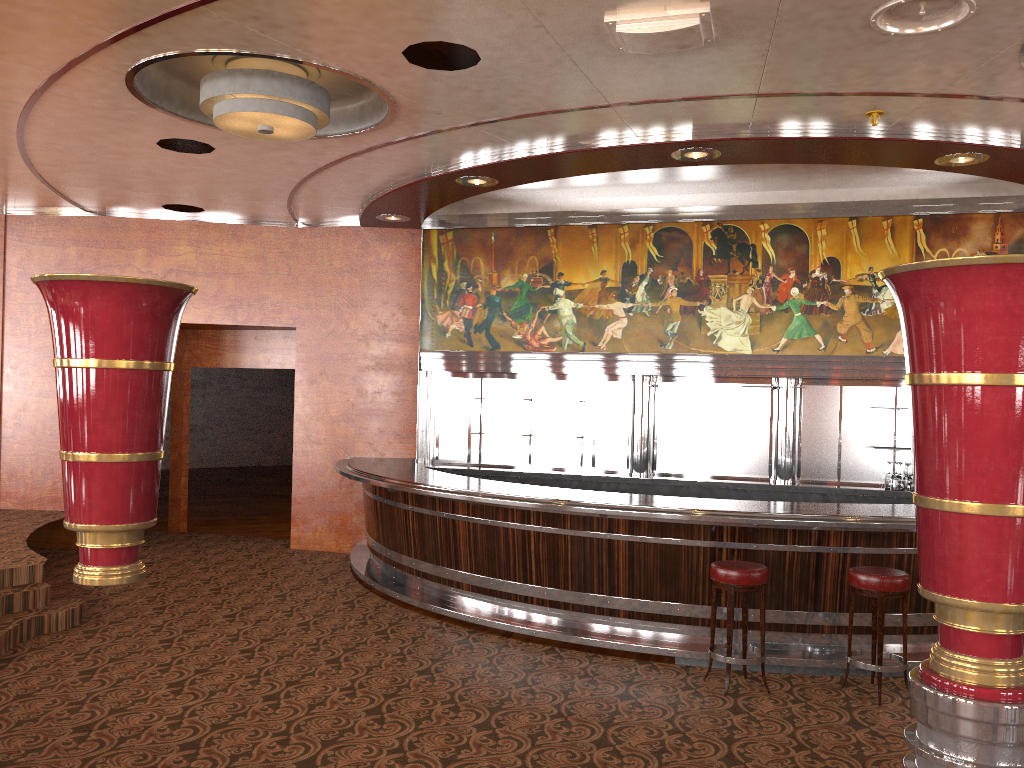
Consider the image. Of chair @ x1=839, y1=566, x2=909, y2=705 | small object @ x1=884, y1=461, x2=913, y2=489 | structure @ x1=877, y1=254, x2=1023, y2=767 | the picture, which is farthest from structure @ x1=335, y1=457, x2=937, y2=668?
structure @ x1=877, y1=254, x2=1023, y2=767

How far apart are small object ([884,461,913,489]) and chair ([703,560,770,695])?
3.4m

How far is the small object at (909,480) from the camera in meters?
8.2

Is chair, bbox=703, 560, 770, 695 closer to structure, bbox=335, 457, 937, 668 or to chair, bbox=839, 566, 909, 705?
structure, bbox=335, 457, 937, 668

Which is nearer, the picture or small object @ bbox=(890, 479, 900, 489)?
small object @ bbox=(890, 479, 900, 489)

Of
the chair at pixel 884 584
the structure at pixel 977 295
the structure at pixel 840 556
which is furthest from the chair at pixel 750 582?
the structure at pixel 977 295

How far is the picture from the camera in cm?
840

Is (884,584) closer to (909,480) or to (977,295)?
(909,480)

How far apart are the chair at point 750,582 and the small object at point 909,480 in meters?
3.4 m

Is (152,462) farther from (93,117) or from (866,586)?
(93,117)
